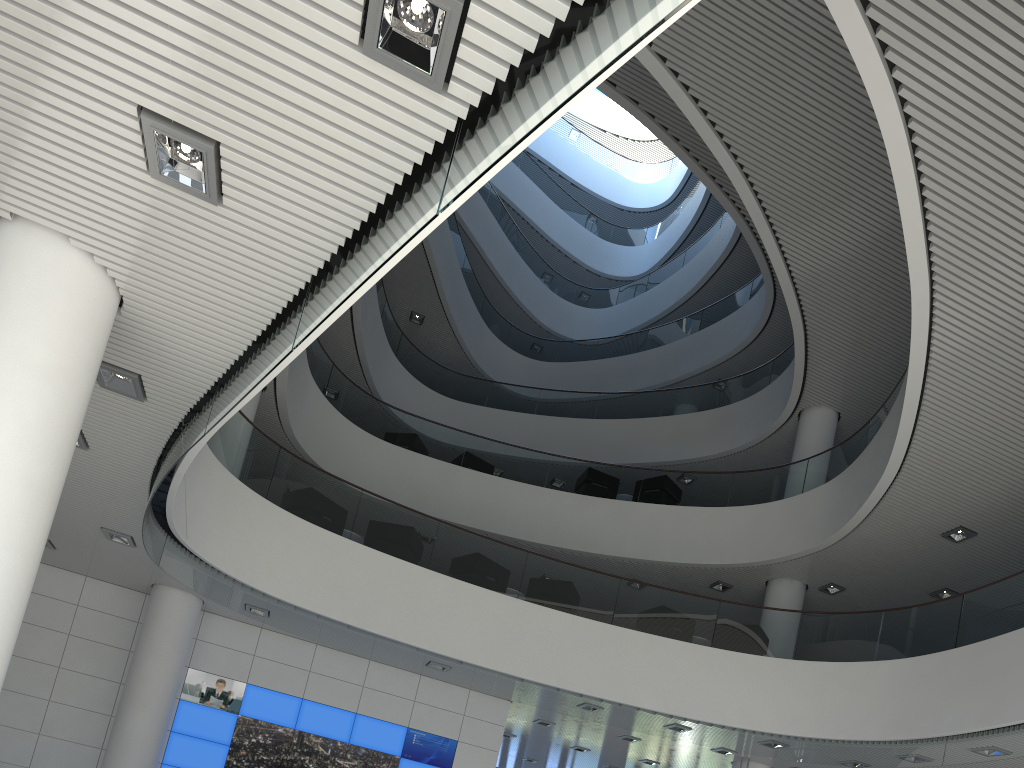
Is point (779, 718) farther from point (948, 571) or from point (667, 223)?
point (667, 223)

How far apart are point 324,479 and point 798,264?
5.5m
